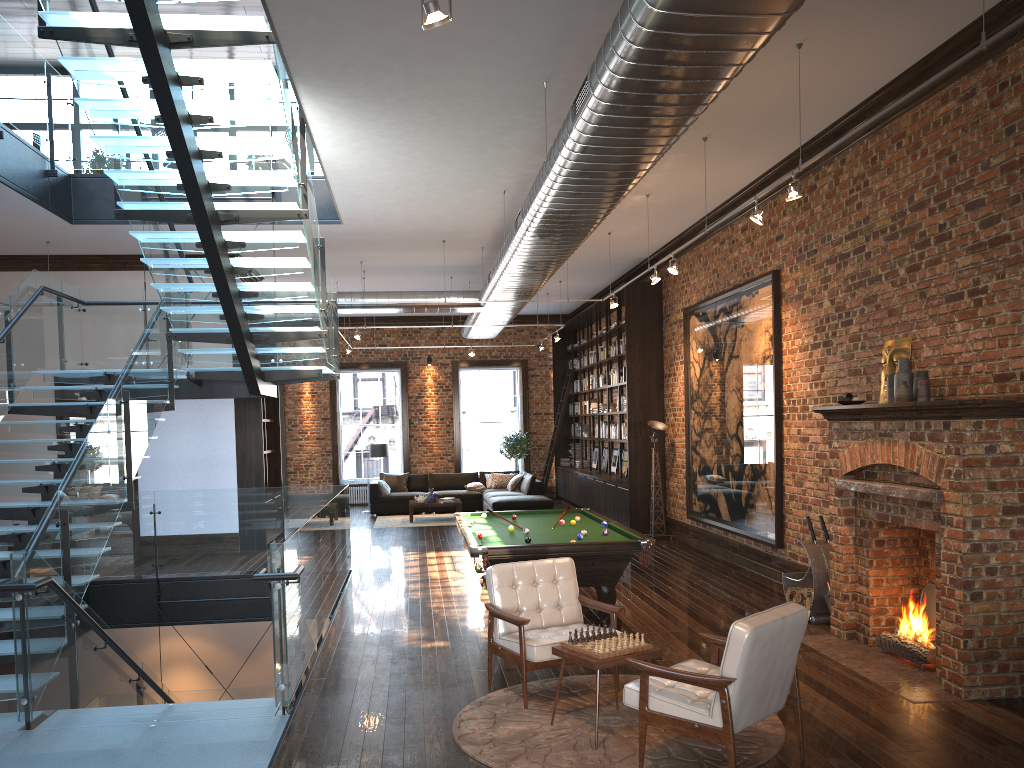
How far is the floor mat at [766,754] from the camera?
4.8 meters

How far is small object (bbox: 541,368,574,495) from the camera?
20.0 meters

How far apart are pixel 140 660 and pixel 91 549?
1.4m

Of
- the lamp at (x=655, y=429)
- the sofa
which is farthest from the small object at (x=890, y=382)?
the sofa

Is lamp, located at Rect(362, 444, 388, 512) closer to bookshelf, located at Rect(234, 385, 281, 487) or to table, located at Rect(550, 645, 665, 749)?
bookshelf, located at Rect(234, 385, 281, 487)

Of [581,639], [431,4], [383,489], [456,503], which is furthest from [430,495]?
[431,4]

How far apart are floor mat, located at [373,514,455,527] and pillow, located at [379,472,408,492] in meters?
1.5 m

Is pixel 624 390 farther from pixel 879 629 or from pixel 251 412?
pixel 879 629

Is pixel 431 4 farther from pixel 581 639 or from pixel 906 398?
pixel 906 398

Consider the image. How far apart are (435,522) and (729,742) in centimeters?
1276cm
